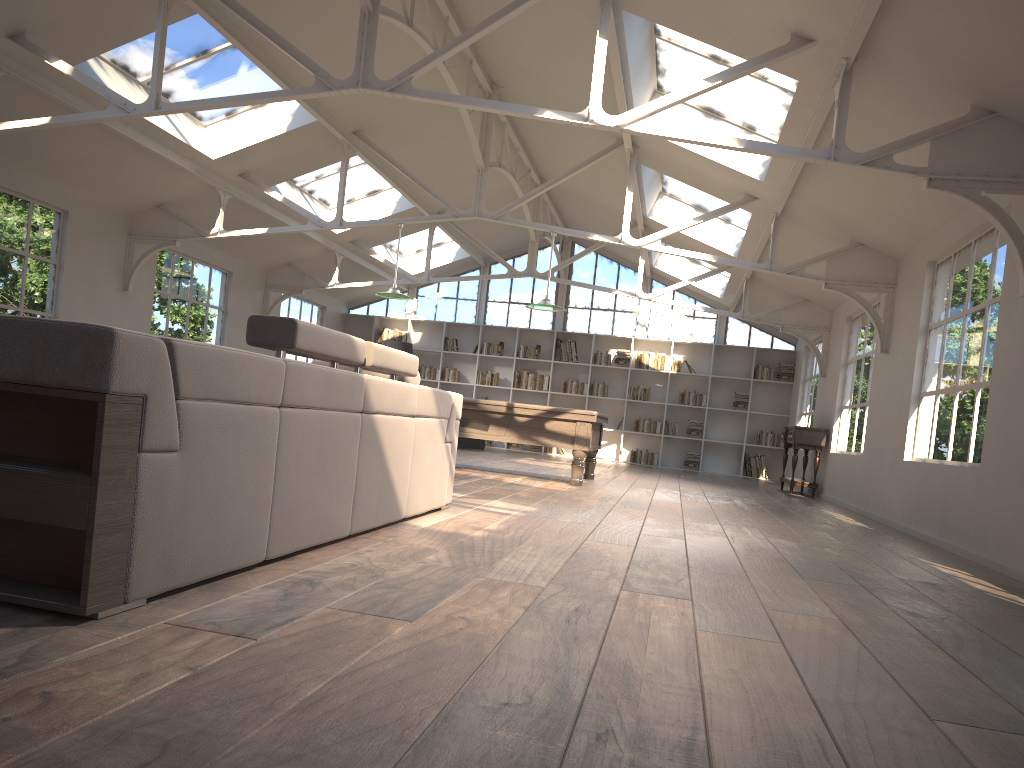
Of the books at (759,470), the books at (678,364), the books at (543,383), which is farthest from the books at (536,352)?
the books at (759,470)

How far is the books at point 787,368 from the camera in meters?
16.0 m

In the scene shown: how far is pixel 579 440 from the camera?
8.78m

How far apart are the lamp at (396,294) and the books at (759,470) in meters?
8.5 m

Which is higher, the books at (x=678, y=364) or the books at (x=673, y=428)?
the books at (x=678, y=364)

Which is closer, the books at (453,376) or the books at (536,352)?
the books at (536,352)

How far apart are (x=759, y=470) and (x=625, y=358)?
3.2m

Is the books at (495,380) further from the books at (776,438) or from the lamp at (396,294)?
the lamp at (396,294)

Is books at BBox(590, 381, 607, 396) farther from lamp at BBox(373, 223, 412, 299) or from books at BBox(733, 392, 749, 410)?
lamp at BBox(373, 223, 412, 299)

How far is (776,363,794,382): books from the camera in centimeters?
1597cm
